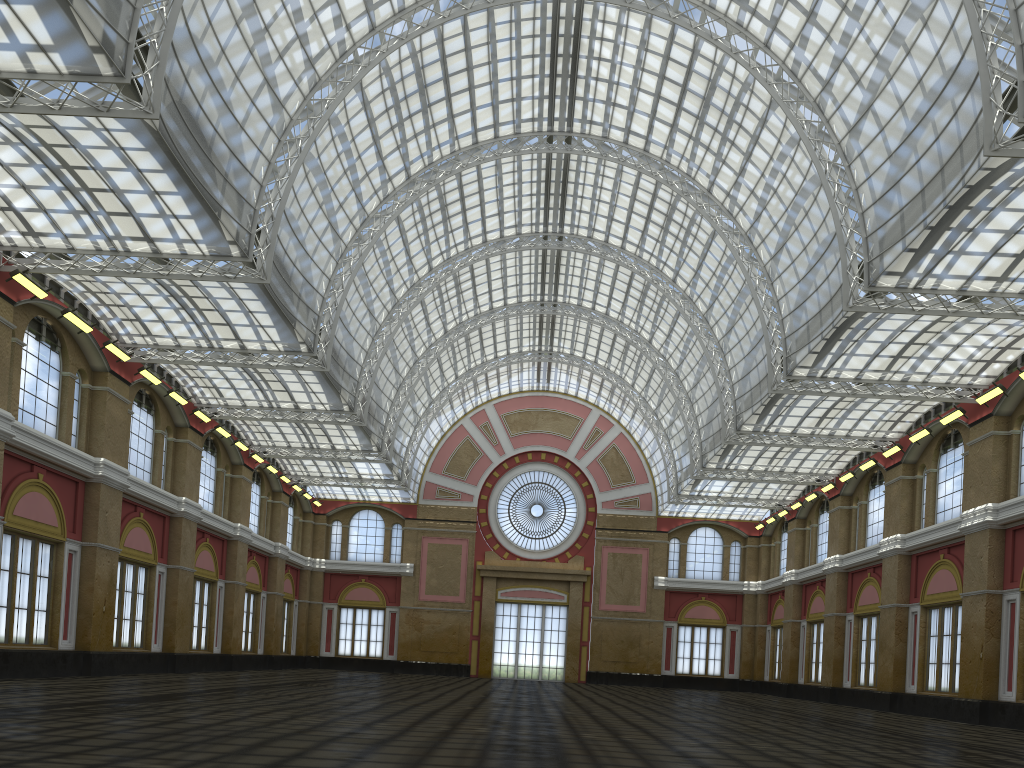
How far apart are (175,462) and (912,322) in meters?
37.6 m
